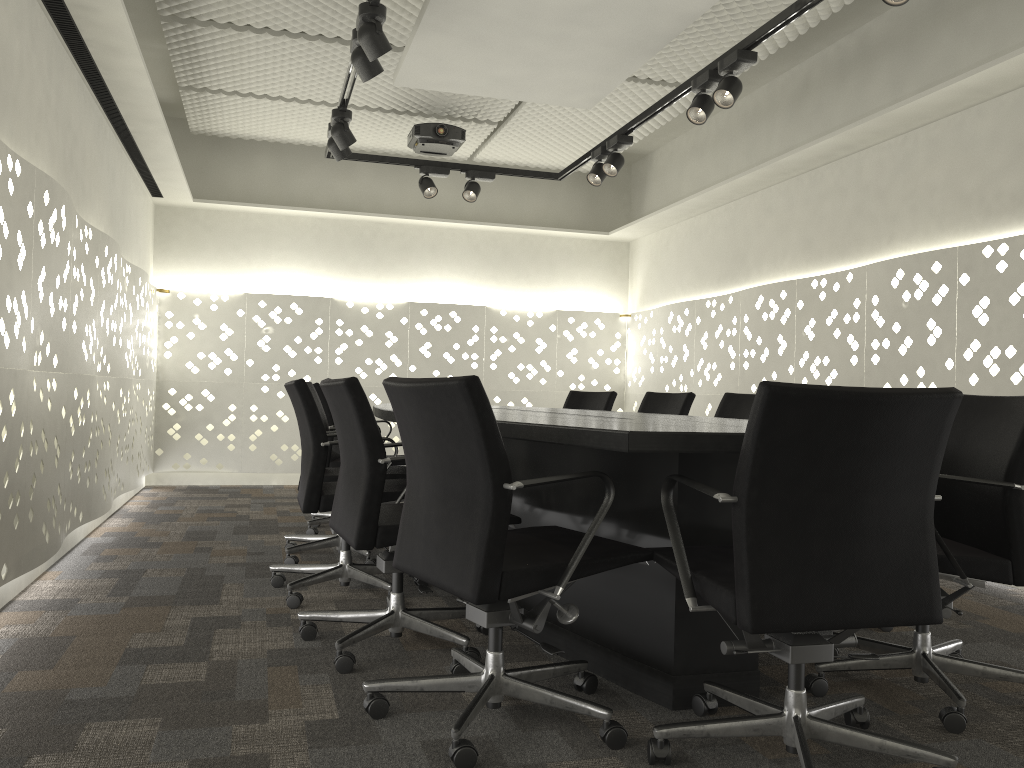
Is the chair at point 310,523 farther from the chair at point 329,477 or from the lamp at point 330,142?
the lamp at point 330,142

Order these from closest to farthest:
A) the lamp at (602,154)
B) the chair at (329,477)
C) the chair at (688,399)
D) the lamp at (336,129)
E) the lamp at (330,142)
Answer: the chair at (329,477) → the chair at (688,399) → the lamp at (336,129) → the lamp at (330,142) → the lamp at (602,154)

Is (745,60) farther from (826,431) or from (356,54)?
(826,431)

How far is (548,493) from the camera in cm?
254

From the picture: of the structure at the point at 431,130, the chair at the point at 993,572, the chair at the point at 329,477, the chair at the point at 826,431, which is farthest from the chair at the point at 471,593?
the structure at the point at 431,130

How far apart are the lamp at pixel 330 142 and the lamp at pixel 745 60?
1.89m

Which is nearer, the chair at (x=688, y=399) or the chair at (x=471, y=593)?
the chair at (x=471, y=593)

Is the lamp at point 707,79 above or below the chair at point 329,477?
above

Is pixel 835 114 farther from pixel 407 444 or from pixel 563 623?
pixel 563 623

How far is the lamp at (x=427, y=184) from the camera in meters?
5.2 m
